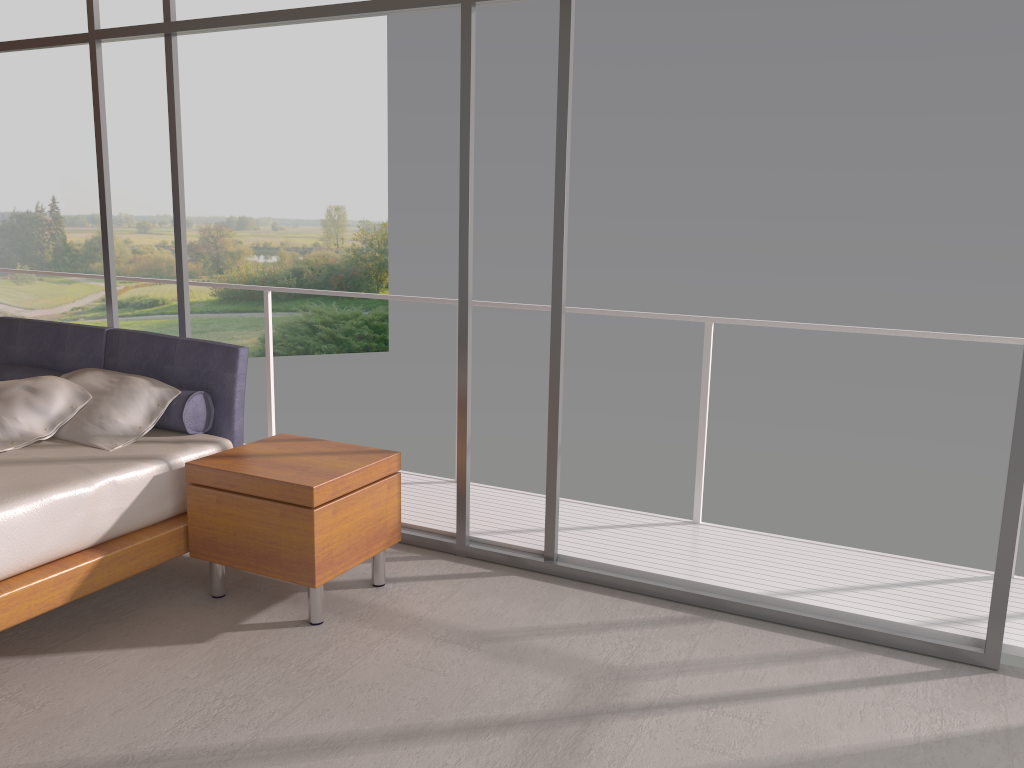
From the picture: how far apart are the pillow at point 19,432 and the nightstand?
0.7m

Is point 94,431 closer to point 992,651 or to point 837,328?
point 837,328

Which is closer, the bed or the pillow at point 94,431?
the bed

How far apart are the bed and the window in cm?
41

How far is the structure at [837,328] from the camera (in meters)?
3.88

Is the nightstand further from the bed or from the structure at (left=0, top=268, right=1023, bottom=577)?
the structure at (left=0, top=268, right=1023, bottom=577)

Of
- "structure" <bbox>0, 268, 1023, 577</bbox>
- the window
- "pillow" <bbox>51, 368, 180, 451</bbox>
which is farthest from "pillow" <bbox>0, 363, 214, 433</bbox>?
"structure" <bbox>0, 268, 1023, 577</bbox>

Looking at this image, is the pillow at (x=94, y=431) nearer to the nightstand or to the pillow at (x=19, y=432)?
the pillow at (x=19, y=432)

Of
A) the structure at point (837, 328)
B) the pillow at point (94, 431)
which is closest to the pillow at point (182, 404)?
the pillow at point (94, 431)

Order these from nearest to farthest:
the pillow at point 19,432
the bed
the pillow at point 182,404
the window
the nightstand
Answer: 1. the bed
2. the window
3. the nightstand
4. the pillow at point 19,432
5. the pillow at point 182,404
